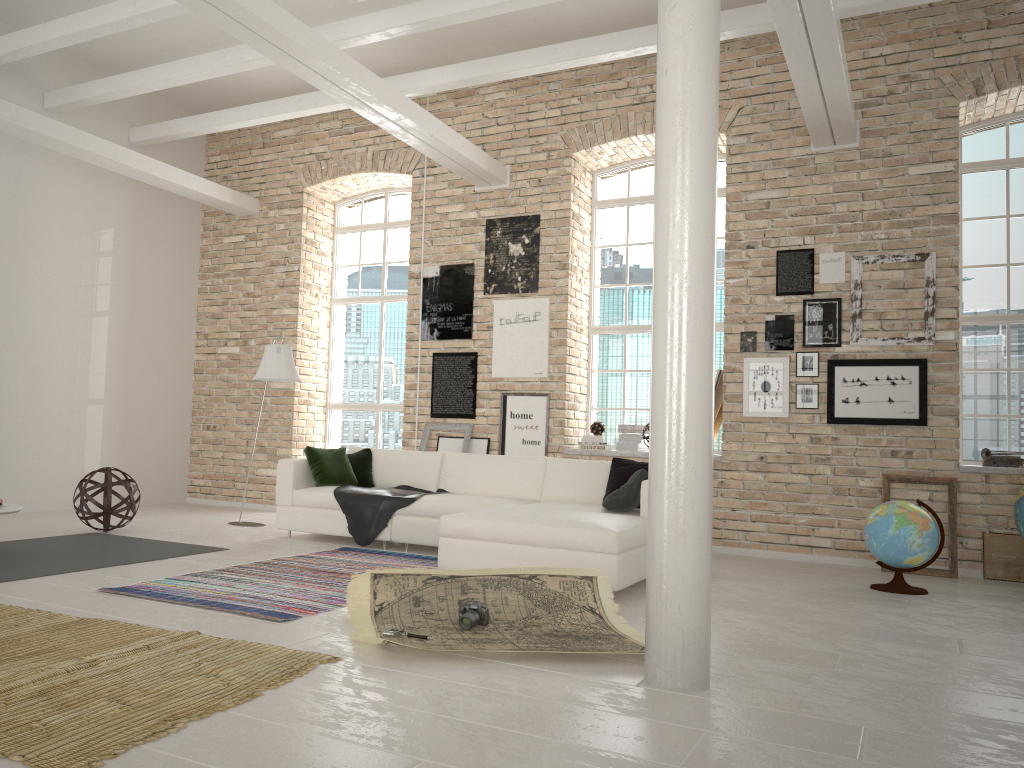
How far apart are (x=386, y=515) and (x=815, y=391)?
3.8 meters

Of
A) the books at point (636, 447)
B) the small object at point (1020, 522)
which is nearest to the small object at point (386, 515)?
the books at point (636, 447)

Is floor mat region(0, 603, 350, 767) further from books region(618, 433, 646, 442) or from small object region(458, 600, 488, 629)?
books region(618, 433, 646, 442)

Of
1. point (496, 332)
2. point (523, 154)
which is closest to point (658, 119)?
point (496, 332)

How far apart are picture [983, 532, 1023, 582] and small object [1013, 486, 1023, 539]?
0.6m

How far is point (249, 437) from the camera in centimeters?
1035cm

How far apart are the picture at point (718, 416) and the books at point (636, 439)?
0.75m

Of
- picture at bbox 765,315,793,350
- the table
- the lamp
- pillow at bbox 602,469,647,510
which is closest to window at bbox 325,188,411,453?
the lamp

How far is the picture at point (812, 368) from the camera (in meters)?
7.45

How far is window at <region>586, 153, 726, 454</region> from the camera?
8.9m
